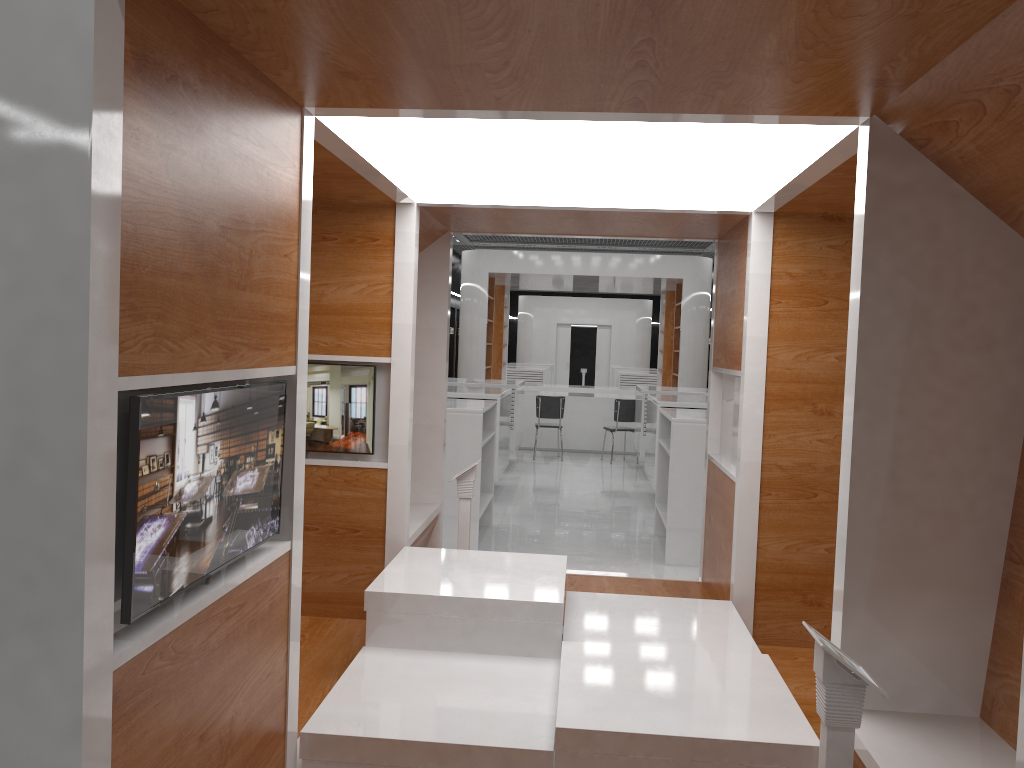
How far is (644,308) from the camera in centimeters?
2776cm

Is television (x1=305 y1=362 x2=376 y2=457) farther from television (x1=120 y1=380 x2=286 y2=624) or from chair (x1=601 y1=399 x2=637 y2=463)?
chair (x1=601 y1=399 x2=637 y2=463)

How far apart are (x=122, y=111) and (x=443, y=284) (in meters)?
4.13

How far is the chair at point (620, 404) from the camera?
13.5m

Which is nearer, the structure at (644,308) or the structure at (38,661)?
the structure at (38,661)

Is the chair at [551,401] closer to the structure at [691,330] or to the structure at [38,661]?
the structure at [691,330]

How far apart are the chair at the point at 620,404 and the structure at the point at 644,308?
14.4 meters

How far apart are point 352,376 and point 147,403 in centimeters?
283cm

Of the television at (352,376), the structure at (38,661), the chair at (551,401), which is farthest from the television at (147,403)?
the chair at (551,401)

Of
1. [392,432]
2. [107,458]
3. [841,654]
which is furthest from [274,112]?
[392,432]
